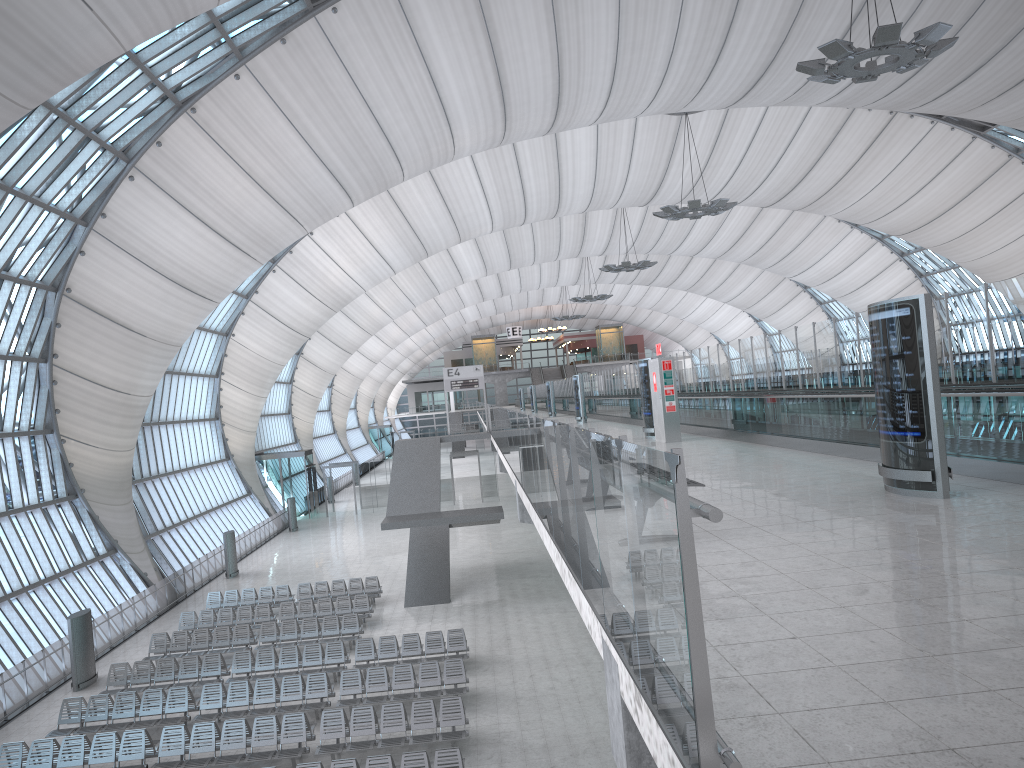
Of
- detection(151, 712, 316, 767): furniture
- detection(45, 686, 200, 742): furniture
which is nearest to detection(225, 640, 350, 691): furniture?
detection(45, 686, 200, 742): furniture

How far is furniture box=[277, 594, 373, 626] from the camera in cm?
2557

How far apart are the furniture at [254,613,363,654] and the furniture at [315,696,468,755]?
6.03m

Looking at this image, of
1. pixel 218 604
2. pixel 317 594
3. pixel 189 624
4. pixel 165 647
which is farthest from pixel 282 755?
pixel 218 604

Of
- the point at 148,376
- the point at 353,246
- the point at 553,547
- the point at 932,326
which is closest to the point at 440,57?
the point at 148,376

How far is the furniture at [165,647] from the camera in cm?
2308

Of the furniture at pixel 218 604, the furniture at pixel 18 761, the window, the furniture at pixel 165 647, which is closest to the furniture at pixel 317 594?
the furniture at pixel 218 604

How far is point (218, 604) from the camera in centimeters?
2806cm

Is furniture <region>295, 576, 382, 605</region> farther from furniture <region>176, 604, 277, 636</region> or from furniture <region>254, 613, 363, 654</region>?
furniture <region>254, 613, 363, 654</region>

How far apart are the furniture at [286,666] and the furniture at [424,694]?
1.2 meters
